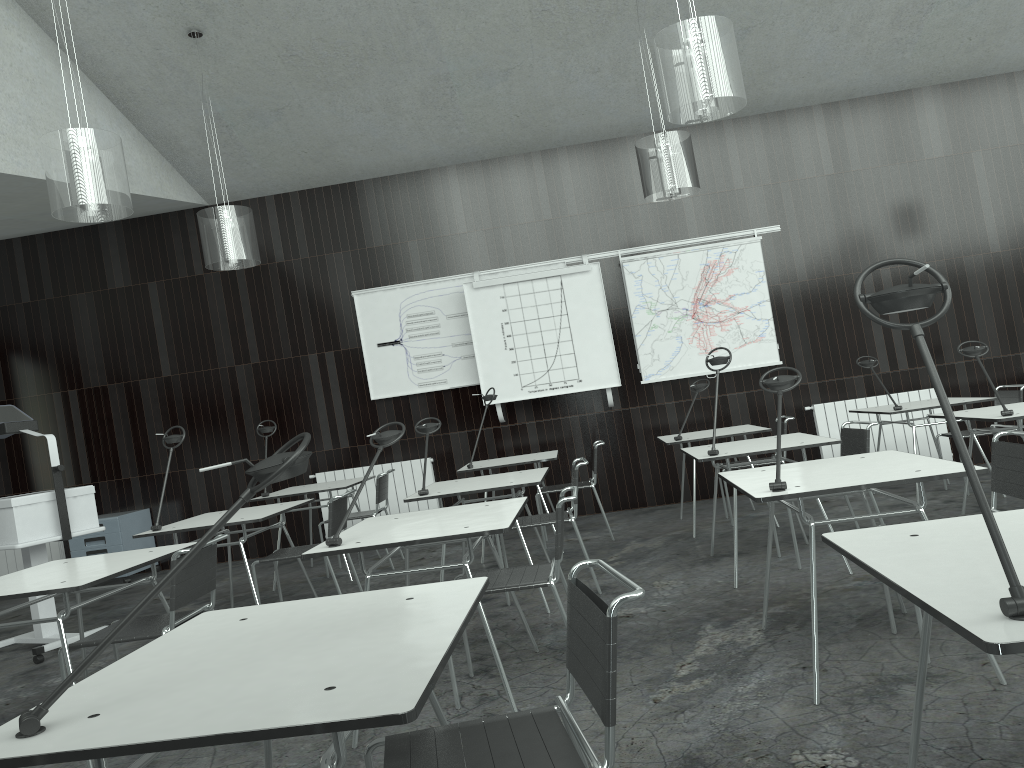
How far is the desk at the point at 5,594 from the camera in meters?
3.0 m

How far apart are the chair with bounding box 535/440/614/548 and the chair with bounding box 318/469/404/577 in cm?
120

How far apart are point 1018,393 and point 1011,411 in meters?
2.0

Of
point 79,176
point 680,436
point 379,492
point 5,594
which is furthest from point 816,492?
point 379,492

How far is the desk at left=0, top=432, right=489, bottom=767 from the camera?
1.2m

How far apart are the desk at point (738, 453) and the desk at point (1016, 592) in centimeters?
238cm

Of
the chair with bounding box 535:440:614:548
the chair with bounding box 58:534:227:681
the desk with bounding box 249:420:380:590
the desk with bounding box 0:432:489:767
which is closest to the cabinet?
the desk with bounding box 249:420:380:590

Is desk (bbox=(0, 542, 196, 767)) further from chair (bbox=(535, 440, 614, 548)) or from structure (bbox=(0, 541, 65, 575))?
structure (bbox=(0, 541, 65, 575))

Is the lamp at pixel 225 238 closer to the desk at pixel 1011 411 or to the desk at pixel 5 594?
the desk at pixel 5 594

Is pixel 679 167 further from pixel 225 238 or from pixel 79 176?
pixel 79 176
